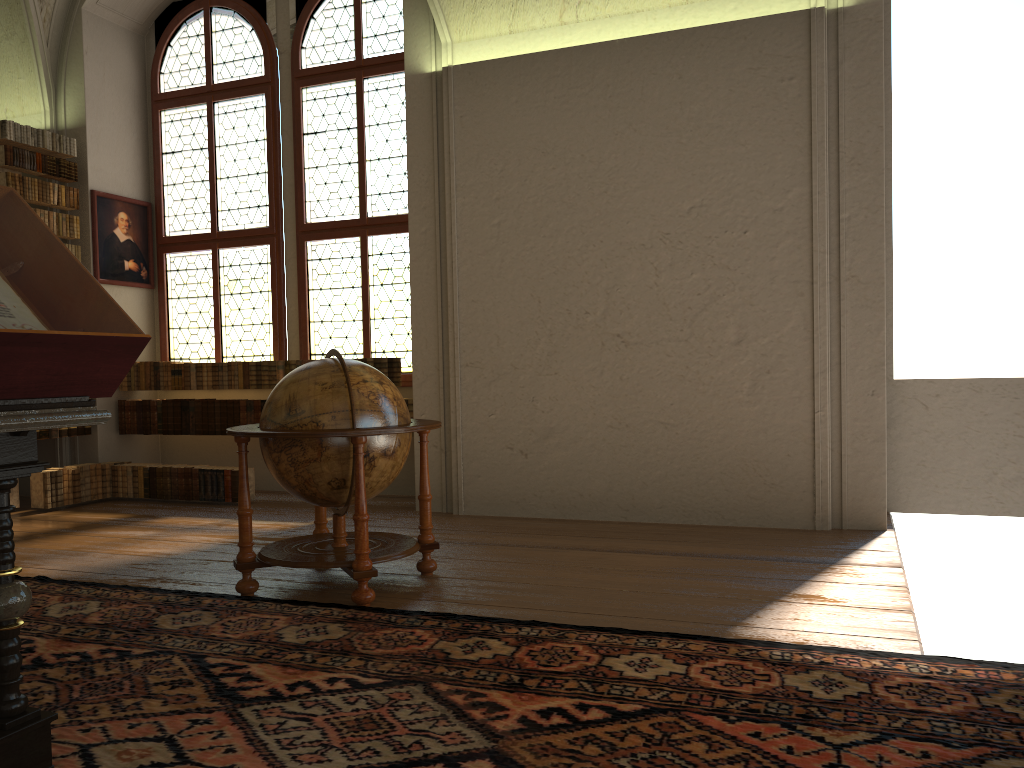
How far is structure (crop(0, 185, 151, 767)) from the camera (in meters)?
2.60

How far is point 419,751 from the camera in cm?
292

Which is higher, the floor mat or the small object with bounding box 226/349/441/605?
the small object with bounding box 226/349/441/605

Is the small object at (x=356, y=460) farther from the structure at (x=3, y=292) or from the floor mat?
the structure at (x=3, y=292)

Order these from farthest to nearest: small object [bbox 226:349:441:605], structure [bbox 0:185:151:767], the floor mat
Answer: small object [bbox 226:349:441:605], the floor mat, structure [bbox 0:185:151:767]

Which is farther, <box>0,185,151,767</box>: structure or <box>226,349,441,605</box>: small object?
<box>226,349,441,605</box>: small object

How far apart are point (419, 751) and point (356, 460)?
2.18m

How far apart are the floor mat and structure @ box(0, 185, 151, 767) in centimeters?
5cm

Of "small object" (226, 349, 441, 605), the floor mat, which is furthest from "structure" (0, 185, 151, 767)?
"small object" (226, 349, 441, 605)

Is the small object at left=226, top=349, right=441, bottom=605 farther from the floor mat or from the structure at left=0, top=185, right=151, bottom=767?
the structure at left=0, top=185, right=151, bottom=767
